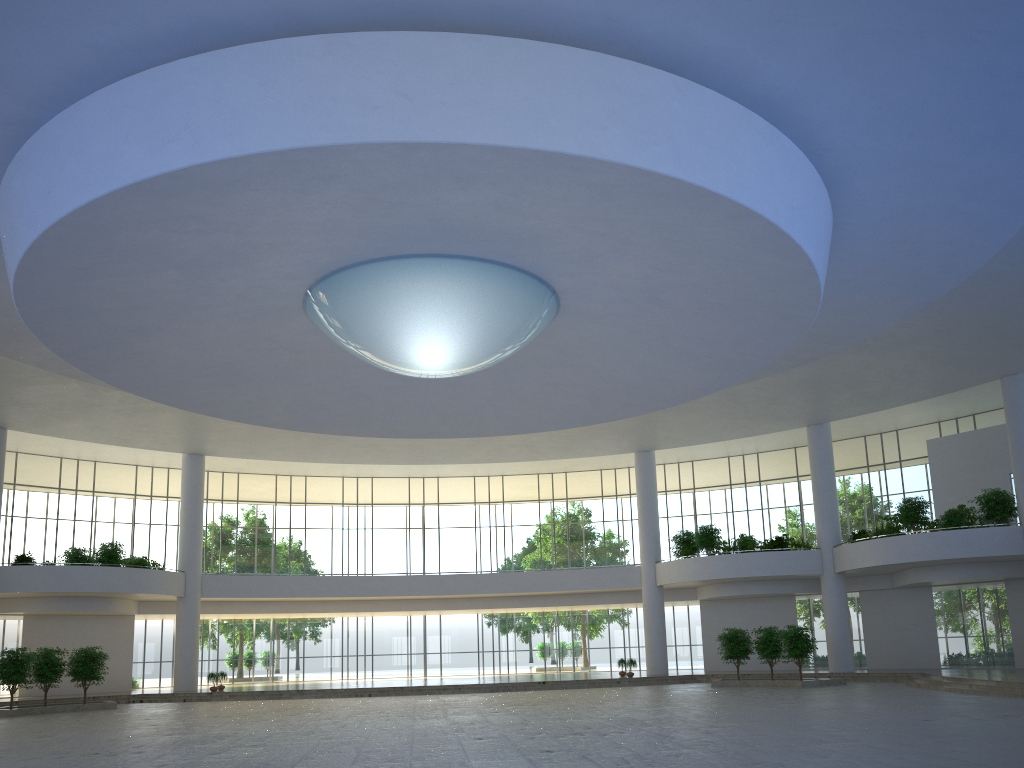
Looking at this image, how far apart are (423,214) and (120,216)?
10.4m
